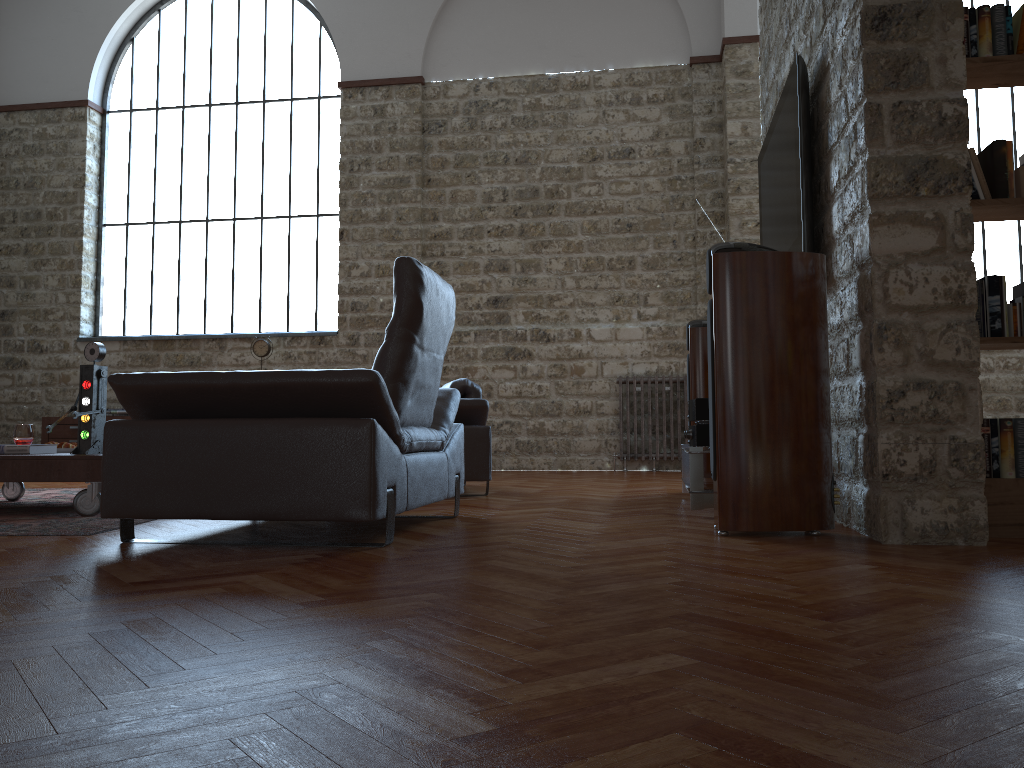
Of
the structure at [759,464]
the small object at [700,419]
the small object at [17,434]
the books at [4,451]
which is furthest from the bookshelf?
the small object at [17,434]

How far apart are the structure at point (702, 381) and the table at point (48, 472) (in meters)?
3.45

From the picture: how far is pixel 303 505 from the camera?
2.9 meters

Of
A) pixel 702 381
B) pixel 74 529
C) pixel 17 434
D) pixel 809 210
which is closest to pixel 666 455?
pixel 702 381

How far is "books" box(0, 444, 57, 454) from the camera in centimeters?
440cm

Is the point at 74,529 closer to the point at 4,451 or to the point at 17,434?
the point at 4,451

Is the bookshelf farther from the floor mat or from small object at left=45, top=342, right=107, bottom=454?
small object at left=45, top=342, right=107, bottom=454

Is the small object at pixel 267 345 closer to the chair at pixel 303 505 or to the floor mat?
the floor mat

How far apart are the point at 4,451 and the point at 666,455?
6.2m

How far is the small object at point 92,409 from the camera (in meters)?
4.39
